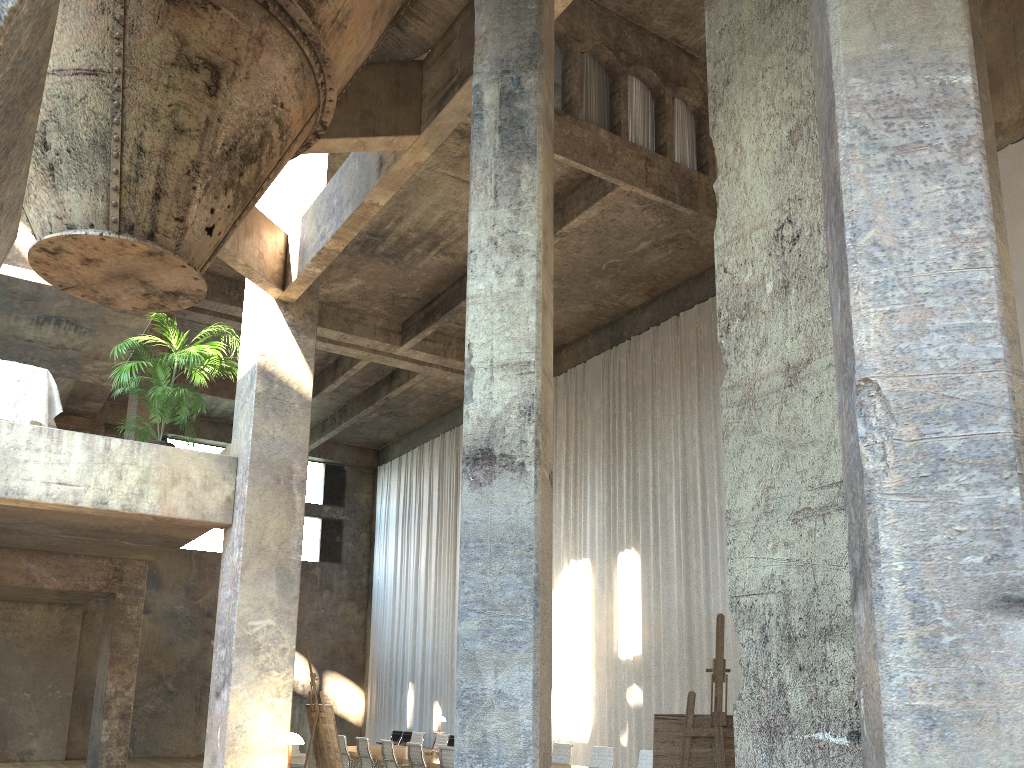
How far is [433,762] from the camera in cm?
1155

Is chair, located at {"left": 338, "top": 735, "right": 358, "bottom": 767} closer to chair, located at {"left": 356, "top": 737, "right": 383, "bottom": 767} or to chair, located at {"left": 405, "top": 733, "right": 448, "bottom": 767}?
chair, located at {"left": 356, "top": 737, "right": 383, "bottom": 767}

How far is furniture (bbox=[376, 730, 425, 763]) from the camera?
20.8m

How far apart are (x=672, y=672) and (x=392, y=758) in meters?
5.1

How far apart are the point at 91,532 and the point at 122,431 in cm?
1287

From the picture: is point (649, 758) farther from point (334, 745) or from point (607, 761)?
point (334, 745)

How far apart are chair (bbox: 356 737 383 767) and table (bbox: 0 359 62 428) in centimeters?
651cm

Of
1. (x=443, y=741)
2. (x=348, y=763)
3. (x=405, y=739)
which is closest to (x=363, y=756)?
(x=348, y=763)

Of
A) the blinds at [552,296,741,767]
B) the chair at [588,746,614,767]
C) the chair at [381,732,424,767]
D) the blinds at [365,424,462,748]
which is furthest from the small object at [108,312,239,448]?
the blinds at [365,424,462,748]

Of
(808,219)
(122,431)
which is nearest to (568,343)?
(122,431)
